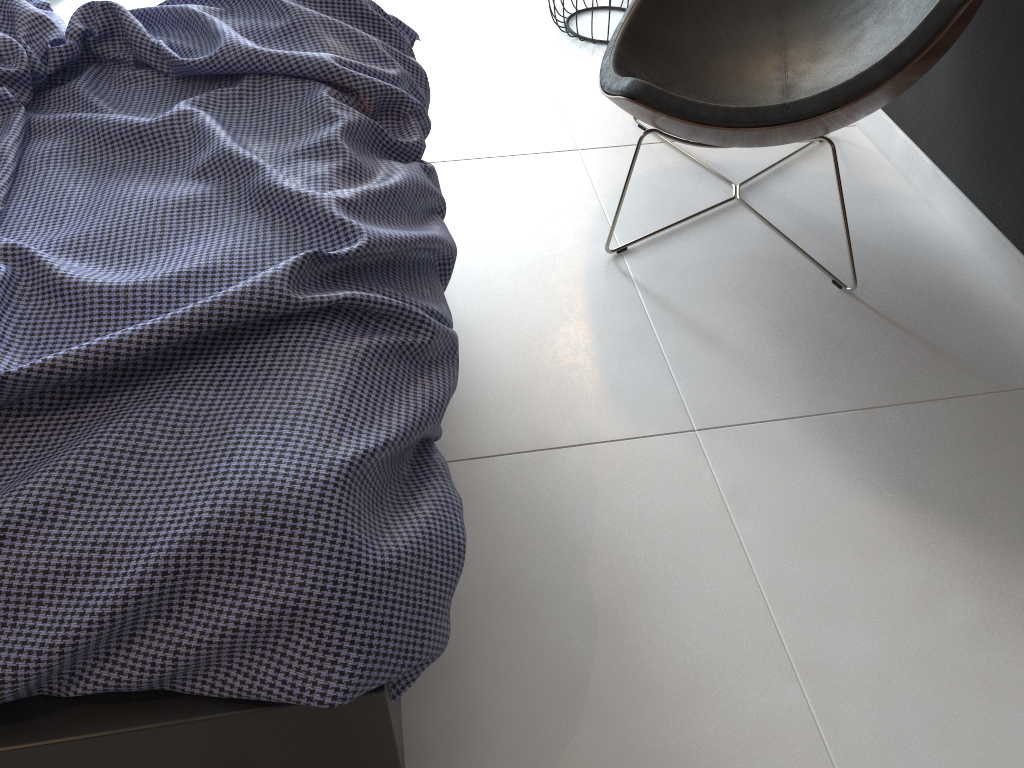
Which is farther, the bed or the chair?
the chair

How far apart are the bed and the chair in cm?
40

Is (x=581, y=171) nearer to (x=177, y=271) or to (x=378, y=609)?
(x=177, y=271)

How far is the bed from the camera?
1.00m

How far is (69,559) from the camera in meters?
1.0

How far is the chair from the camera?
1.7 meters

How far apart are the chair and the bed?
0.40m

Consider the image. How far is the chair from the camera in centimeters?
171cm

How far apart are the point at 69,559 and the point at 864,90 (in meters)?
1.58
